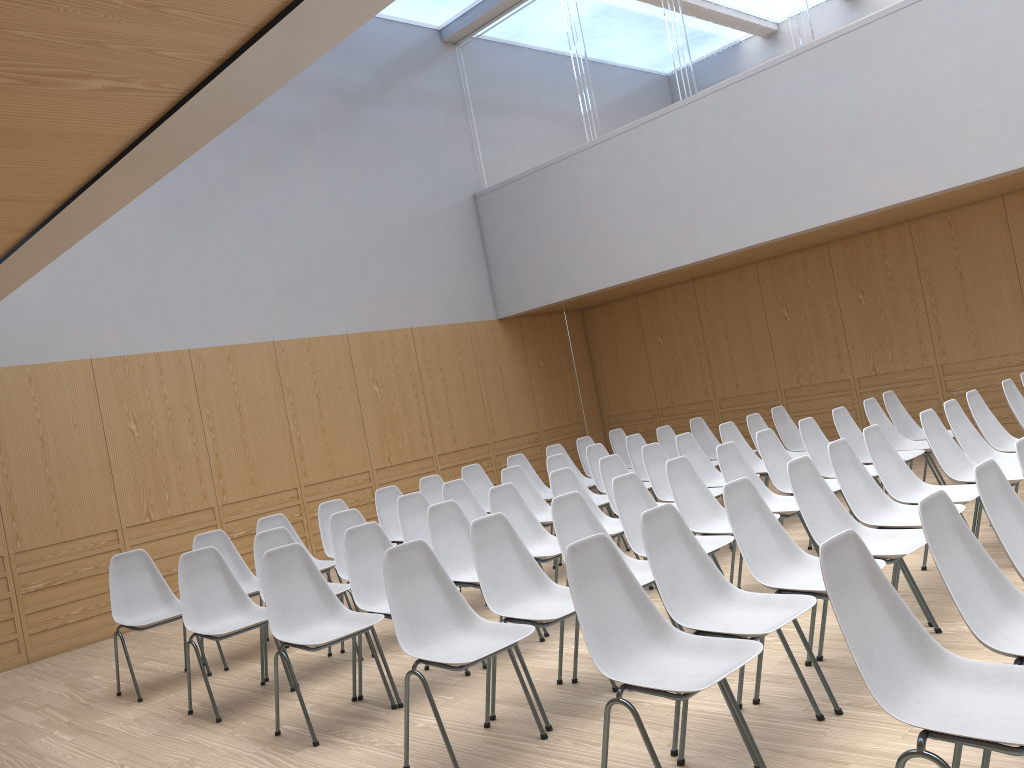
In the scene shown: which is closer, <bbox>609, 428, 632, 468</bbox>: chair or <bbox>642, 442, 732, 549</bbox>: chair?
<bbox>642, 442, 732, 549</bbox>: chair

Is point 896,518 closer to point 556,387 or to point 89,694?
point 89,694

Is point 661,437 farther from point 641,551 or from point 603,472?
point 641,551

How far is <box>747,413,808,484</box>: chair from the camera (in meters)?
7.75

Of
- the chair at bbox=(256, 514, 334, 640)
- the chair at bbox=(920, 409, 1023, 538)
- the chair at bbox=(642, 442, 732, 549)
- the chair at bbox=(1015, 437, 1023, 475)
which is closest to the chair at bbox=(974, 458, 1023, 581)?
the chair at bbox=(1015, 437, 1023, 475)

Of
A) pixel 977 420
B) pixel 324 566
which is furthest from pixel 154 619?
pixel 977 420

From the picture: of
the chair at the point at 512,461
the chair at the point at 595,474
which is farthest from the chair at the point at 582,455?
the chair at the point at 595,474

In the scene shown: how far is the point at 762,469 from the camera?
7.32m

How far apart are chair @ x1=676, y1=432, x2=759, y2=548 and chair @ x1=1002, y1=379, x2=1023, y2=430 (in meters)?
2.11

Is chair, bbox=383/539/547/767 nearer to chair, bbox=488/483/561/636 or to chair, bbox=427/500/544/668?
chair, bbox=427/500/544/668
